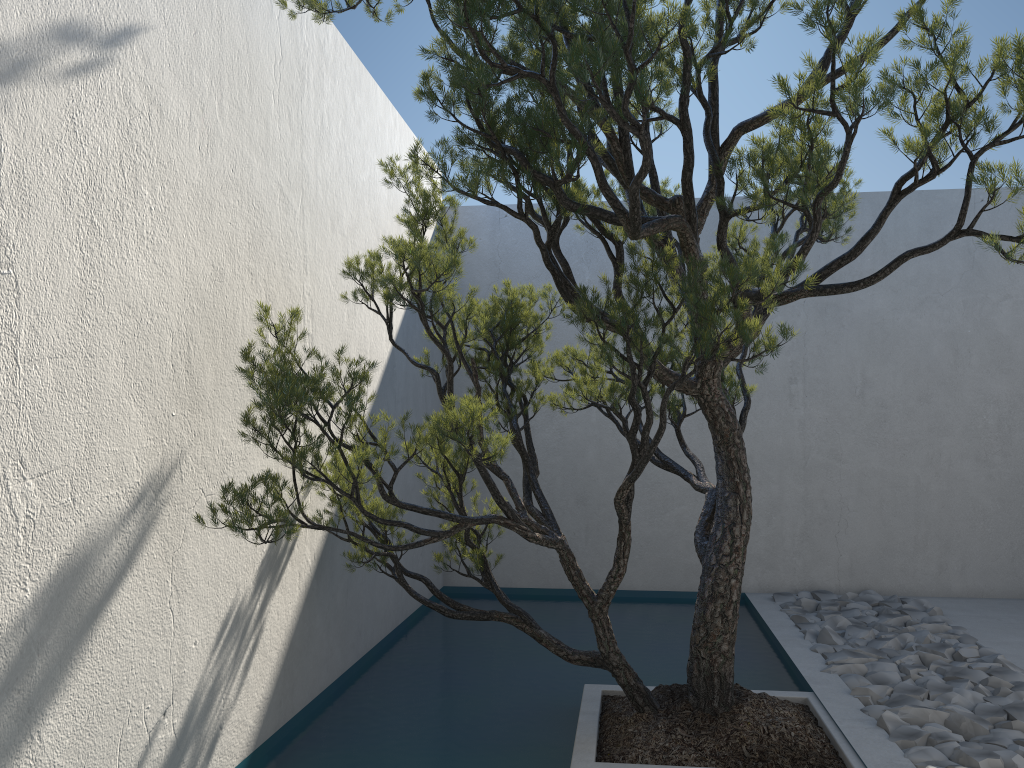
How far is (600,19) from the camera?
2.4m

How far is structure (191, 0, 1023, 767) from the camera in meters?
2.4

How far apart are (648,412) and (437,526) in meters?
3.5 m

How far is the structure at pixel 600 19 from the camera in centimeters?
237cm

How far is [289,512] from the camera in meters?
2.6
